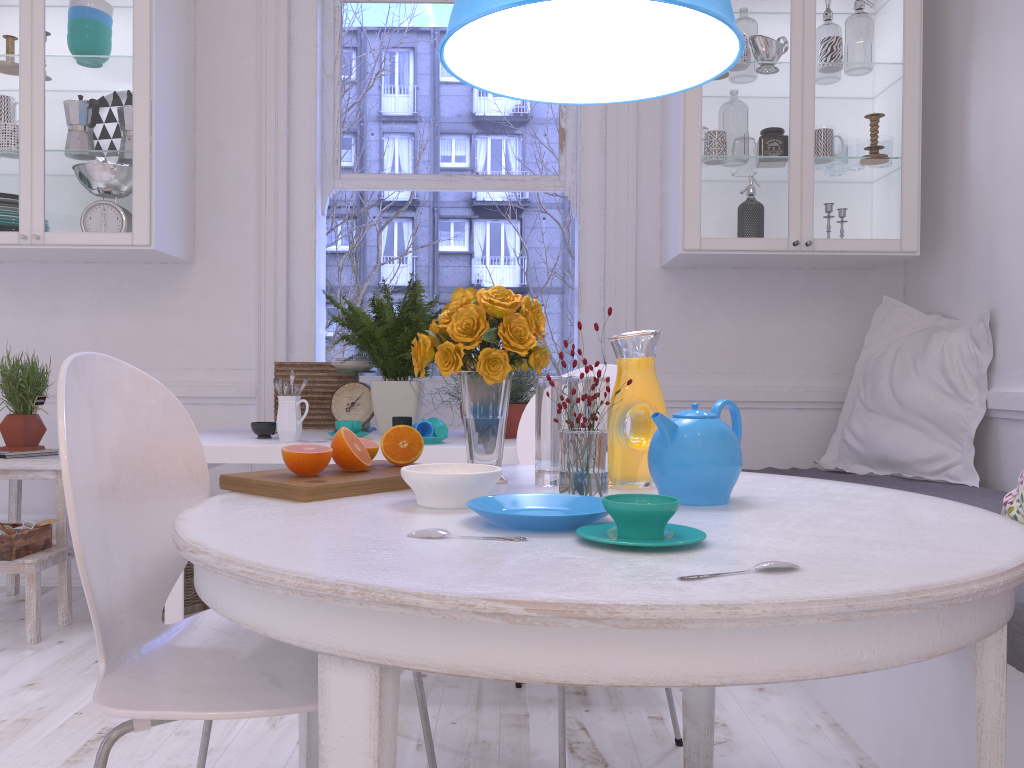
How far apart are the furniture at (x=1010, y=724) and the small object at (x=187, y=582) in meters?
2.0

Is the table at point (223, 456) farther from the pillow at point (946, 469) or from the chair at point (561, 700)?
the pillow at point (946, 469)

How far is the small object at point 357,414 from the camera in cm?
295

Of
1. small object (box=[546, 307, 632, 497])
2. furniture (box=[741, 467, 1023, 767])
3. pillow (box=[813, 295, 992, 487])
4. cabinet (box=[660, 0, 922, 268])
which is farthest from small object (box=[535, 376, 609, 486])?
pillow (box=[813, 295, 992, 487])

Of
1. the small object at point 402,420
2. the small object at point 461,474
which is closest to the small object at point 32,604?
the small object at point 402,420

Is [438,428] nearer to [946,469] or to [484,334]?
[484,334]

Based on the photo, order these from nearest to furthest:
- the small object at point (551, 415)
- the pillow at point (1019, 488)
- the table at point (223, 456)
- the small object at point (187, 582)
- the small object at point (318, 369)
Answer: the small object at point (551, 415) < the pillow at point (1019, 488) < the table at point (223, 456) < the small object at point (187, 582) < the small object at point (318, 369)

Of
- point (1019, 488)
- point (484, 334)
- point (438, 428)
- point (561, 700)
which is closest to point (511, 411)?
point (438, 428)

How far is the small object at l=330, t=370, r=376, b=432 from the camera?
3.0m

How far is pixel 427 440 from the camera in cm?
247
